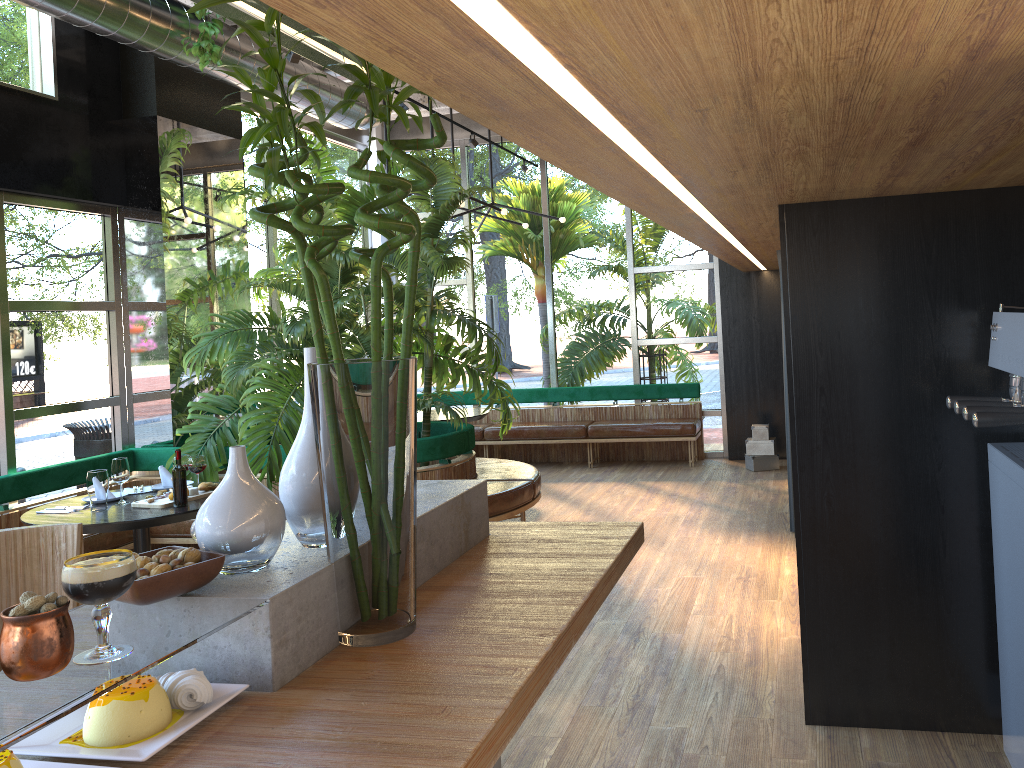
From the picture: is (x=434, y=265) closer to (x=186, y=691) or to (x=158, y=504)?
(x=158, y=504)

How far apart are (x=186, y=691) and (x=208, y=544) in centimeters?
28cm

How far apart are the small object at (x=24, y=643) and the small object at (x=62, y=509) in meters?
4.1 m

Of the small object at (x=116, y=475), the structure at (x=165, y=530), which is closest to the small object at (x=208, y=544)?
the small object at (x=116, y=475)

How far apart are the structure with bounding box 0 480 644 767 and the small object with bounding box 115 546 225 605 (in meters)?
0.01

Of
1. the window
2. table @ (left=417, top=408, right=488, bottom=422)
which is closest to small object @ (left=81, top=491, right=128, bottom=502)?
the window

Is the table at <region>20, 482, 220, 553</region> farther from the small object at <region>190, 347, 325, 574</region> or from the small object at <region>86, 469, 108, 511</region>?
the small object at <region>190, 347, 325, 574</region>

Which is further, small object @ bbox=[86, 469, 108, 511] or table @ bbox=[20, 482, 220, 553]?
small object @ bbox=[86, 469, 108, 511]

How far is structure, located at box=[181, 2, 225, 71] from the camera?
5.4 meters

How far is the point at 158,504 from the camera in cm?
463
